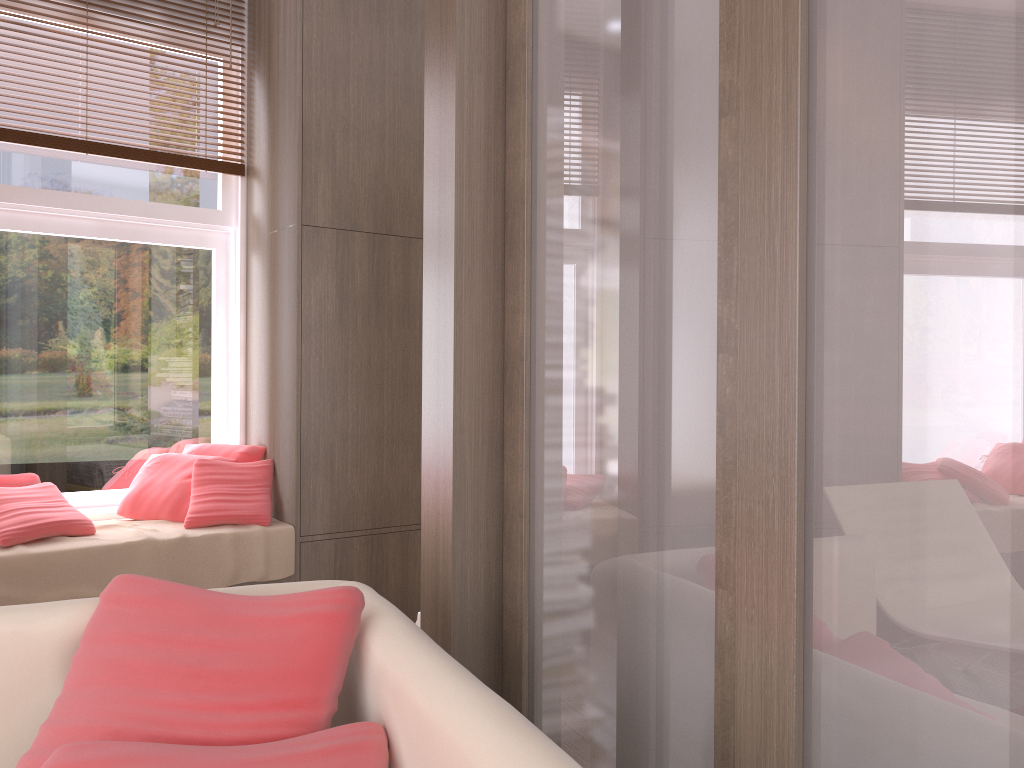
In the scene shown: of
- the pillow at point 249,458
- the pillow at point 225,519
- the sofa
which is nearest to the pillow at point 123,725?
the sofa

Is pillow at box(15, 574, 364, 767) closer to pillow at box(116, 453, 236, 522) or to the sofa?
the sofa

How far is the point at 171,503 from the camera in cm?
374

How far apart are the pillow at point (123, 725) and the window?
2.5m

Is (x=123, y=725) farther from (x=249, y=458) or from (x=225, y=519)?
(x=249, y=458)

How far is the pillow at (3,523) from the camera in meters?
3.2

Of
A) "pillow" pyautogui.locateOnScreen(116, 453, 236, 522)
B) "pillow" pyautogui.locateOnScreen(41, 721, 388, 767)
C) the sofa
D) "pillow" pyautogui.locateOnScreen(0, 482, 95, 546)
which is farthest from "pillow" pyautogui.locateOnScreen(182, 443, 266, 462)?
"pillow" pyautogui.locateOnScreen(41, 721, 388, 767)

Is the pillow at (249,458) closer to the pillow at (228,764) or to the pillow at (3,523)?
the pillow at (3,523)

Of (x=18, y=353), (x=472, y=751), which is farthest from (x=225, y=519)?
(x=472, y=751)

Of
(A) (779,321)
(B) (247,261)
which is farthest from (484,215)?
(B) (247,261)
